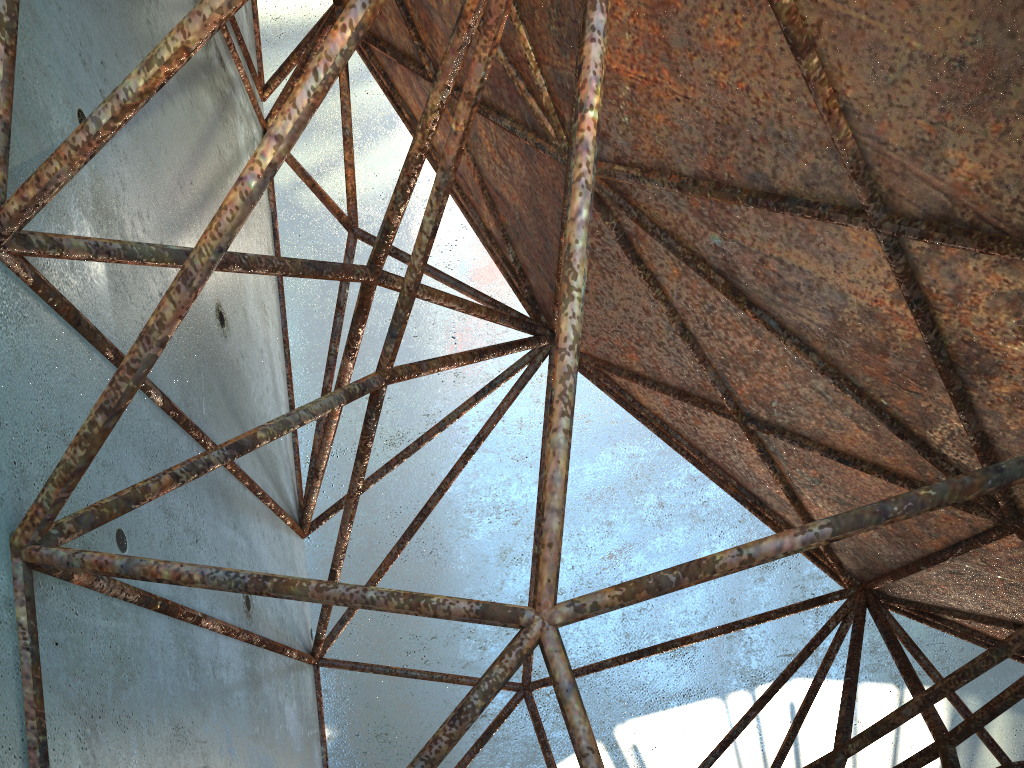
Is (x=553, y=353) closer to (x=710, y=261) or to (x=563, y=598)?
(x=710, y=261)
